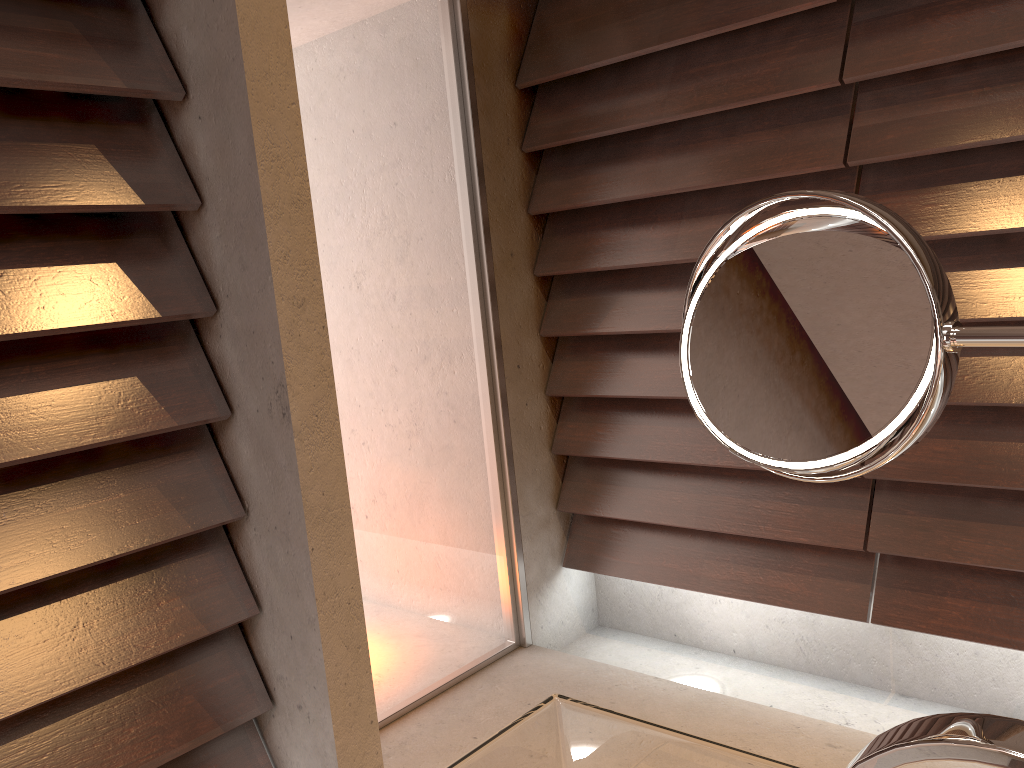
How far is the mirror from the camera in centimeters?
51cm

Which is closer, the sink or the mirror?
the sink

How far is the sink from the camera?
0.4m

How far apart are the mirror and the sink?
0.2 meters

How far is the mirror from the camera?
0.5 meters

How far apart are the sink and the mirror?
0.17m

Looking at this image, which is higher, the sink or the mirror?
the mirror
